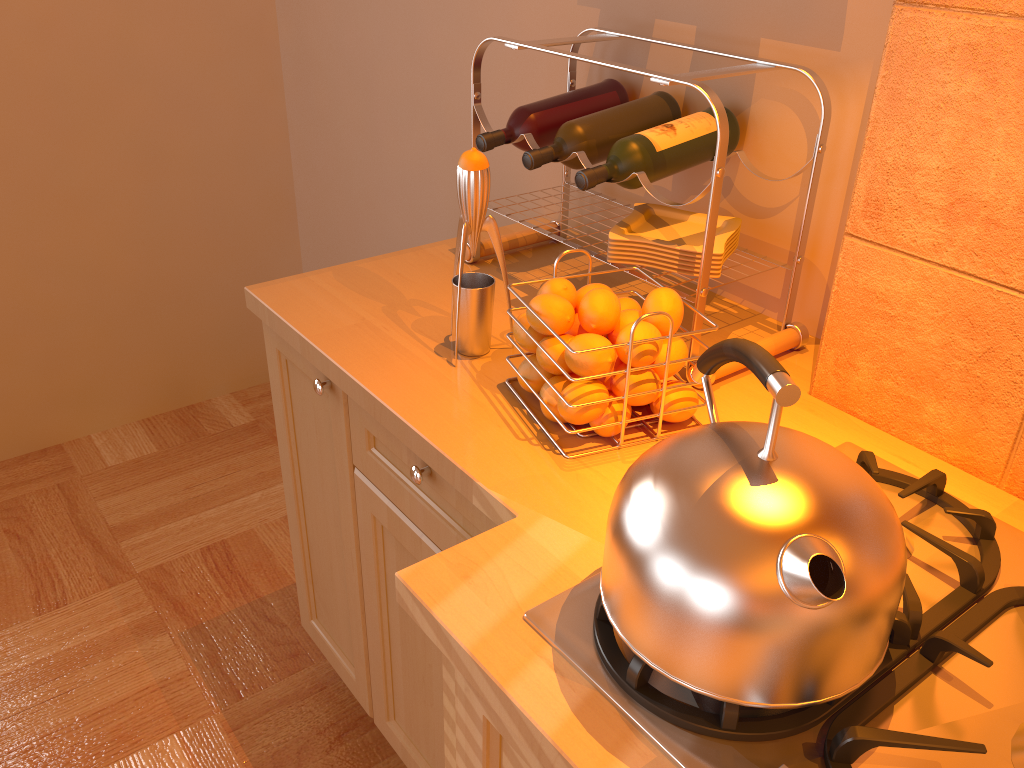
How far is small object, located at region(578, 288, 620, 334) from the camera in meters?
1.0

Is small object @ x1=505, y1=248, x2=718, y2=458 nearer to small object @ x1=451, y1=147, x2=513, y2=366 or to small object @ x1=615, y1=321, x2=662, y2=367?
small object @ x1=615, y1=321, x2=662, y2=367

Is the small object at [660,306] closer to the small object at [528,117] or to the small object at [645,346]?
the small object at [645,346]

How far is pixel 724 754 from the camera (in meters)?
0.67

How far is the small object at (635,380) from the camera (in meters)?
1.02

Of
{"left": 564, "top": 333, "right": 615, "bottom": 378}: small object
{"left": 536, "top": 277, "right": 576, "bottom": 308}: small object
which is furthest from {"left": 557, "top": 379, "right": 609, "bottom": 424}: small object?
{"left": 536, "top": 277, "right": 576, "bottom": 308}: small object

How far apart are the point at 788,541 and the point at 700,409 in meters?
0.5 m

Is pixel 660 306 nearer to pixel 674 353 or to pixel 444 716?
pixel 674 353

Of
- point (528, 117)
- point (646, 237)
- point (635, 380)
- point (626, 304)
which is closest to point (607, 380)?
point (635, 380)

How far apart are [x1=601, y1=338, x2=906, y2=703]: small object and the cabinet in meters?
0.1 m
